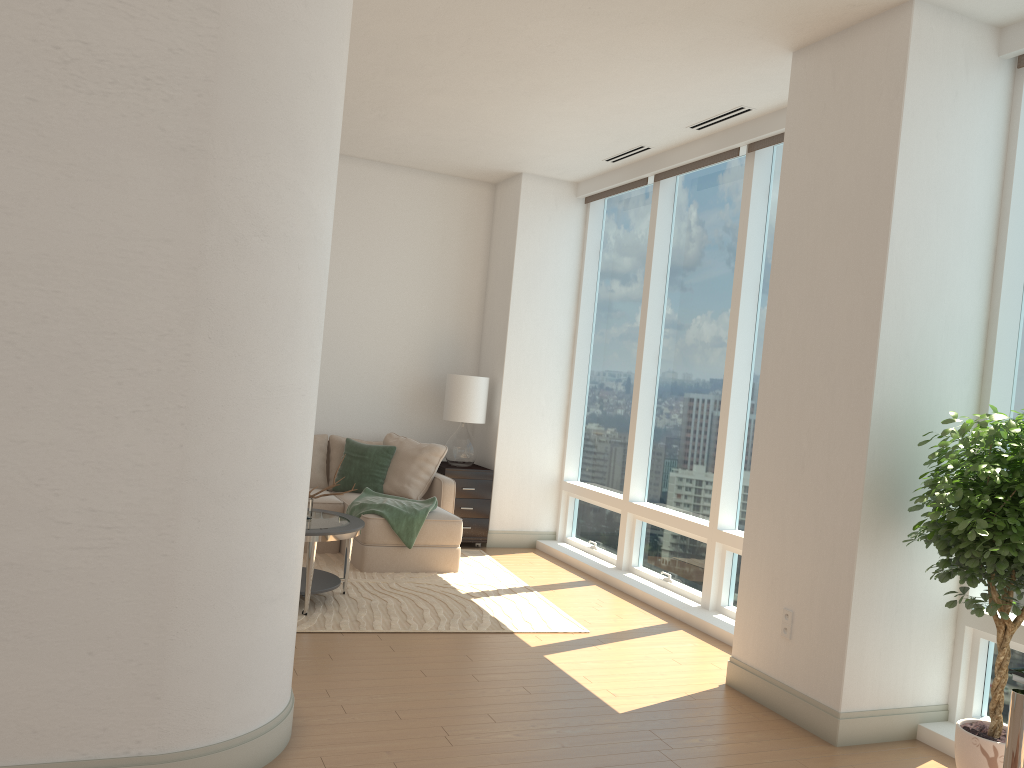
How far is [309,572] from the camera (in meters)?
5.24

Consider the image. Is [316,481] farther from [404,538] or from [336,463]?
[404,538]

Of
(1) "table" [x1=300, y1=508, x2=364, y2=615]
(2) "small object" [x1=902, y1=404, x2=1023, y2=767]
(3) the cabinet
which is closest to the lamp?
(3) the cabinet

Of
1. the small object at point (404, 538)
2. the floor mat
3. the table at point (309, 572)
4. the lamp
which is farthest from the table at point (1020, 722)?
the lamp

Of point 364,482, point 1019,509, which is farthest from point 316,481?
point 1019,509

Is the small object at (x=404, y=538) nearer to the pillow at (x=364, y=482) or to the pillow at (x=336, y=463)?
the pillow at (x=364, y=482)

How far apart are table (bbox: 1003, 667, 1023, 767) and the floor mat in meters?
3.1

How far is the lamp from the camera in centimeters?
787cm

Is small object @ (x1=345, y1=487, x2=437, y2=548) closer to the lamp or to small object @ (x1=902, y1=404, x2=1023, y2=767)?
the lamp

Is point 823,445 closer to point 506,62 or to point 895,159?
point 895,159
